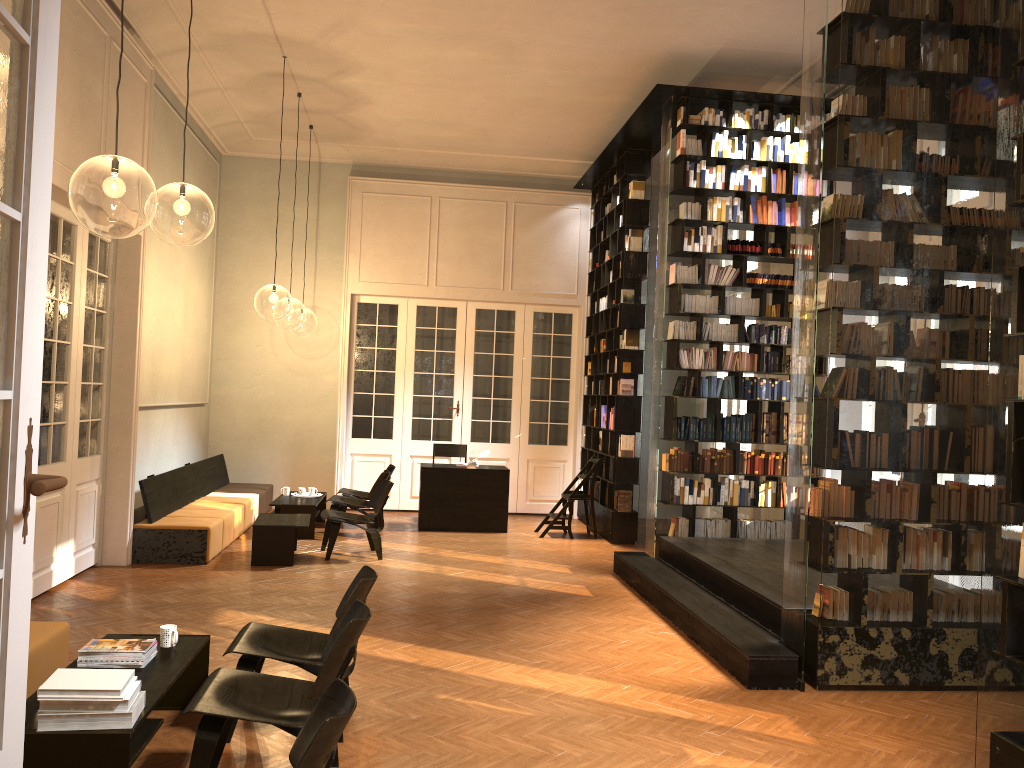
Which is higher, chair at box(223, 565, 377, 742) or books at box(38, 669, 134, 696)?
books at box(38, 669, 134, 696)

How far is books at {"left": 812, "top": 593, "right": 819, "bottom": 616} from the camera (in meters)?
5.91

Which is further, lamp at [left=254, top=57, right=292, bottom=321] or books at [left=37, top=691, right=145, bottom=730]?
lamp at [left=254, top=57, right=292, bottom=321]

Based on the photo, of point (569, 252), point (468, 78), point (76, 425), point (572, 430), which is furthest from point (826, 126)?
point (572, 430)

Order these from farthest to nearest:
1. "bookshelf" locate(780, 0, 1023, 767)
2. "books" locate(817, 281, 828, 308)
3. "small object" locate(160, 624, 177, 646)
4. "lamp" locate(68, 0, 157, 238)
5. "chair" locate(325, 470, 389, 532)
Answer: "chair" locate(325, 470, 389, 532) < "lamp" locate(68, 0, 157, 238) < "books" locate(817, 281, 828, 308) < "small object" locate(160, 624, 177, 646) < "bookshelf" locate(780, 0, 1023, 767)

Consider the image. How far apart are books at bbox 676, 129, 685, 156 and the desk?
4.7m

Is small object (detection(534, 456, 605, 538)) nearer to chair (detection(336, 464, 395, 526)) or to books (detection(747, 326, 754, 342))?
chair (detection(336, 464, 395, 526))

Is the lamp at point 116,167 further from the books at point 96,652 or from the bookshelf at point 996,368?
the bookshelf at point 996,368

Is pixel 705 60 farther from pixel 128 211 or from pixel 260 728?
pixel 128 211

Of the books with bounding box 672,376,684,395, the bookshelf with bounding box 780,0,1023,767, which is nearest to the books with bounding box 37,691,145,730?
the bookshelf with bounding box 780,0,1023,767
